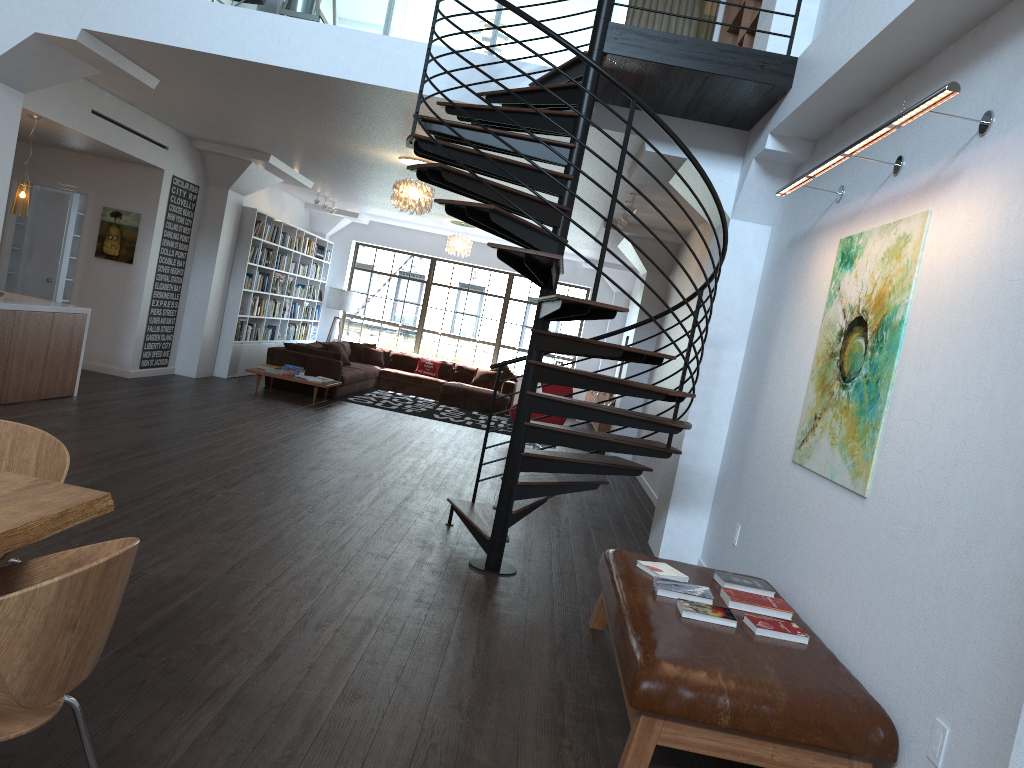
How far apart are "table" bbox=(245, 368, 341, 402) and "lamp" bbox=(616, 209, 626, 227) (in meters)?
4.46

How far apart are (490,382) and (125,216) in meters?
7.1 m

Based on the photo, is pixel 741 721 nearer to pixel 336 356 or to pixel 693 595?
pixel 693 595

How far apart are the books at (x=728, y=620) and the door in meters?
10.3 m

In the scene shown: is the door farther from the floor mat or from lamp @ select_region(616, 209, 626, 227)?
lamp @ select_region(616, 209, 626, 227)

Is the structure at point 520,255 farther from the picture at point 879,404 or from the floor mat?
the floor mat

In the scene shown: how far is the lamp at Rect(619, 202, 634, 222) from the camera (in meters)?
9.21

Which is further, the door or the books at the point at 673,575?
the door

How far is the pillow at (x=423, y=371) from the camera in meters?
16.0

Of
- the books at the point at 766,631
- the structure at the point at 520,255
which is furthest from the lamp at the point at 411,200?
the books at the point at 766,631
